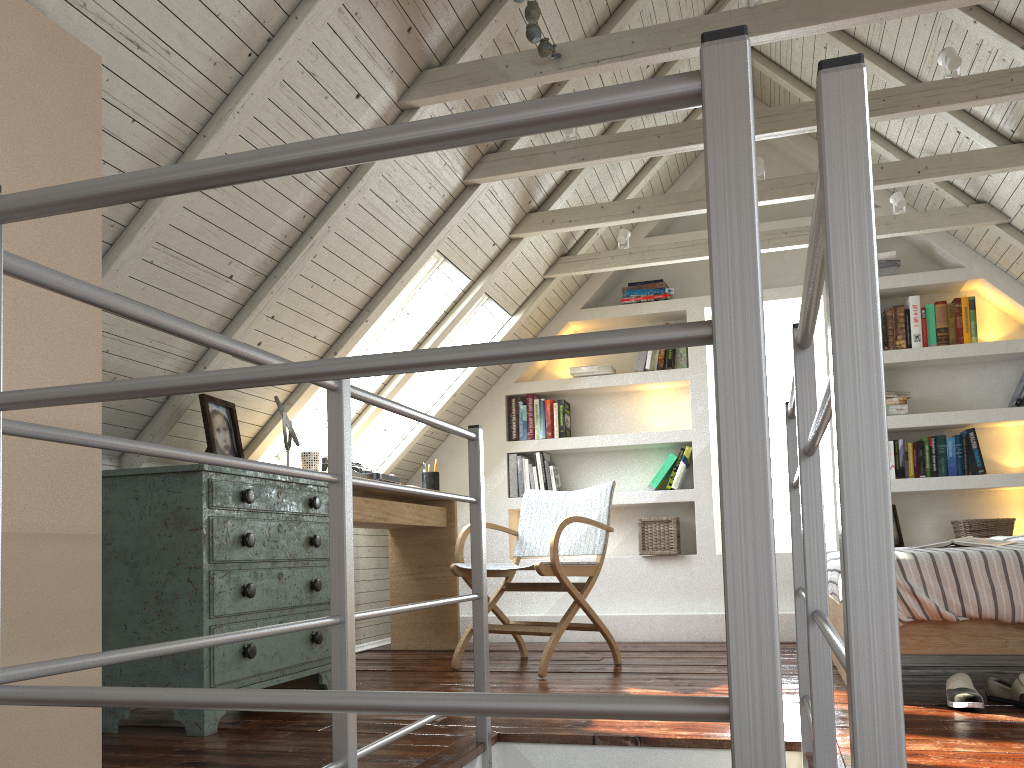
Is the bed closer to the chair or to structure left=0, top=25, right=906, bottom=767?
structure left=0, top=25, right=906, bottom=767

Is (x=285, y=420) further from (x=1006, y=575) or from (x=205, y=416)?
(x=1006, y=575)

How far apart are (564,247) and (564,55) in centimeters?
184cm

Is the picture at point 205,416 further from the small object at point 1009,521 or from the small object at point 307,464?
the small object at point 1009,521

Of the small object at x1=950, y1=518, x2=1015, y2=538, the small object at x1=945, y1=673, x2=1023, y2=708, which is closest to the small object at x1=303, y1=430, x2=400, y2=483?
the small object at x1=945, y1=673, x2=1023, y2=708

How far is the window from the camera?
4.0 meters

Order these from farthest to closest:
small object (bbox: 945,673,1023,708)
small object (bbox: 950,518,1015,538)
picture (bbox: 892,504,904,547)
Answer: picture (bbox: 892,504,904,547)
small object (bbox: 950,518,1015,538)
small object (bbox: 945,673,1023,708)

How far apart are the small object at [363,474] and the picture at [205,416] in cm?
75

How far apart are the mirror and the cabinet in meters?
0.2

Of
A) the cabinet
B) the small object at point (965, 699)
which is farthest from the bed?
the cabinet
